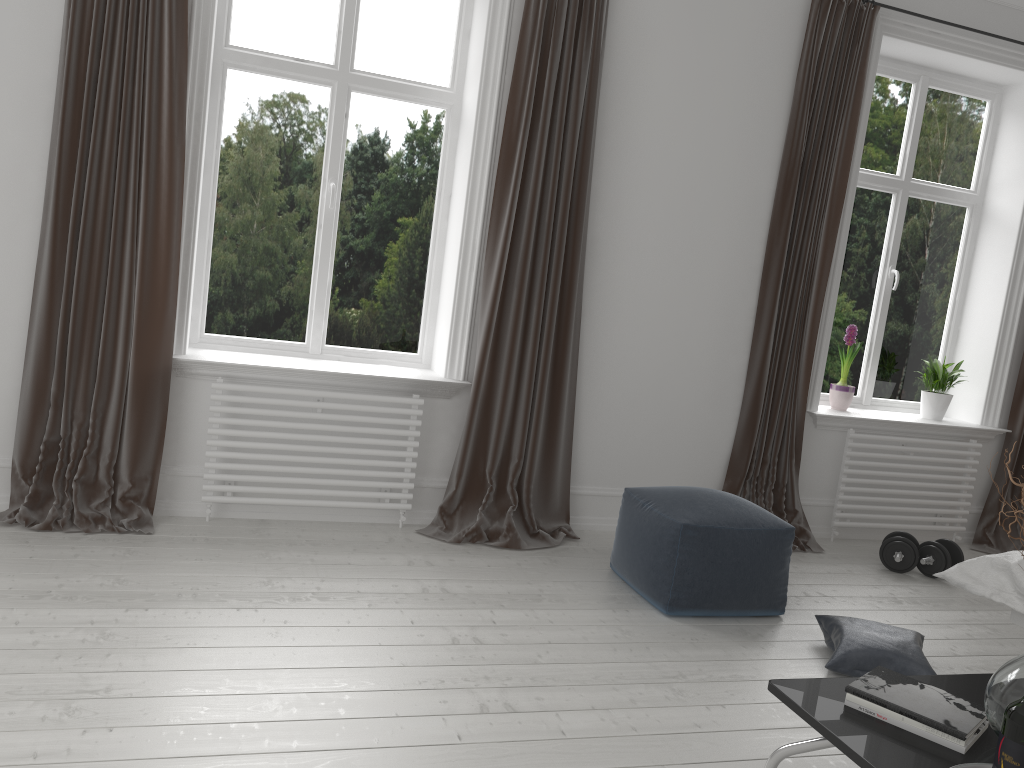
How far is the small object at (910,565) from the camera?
4.2 meters

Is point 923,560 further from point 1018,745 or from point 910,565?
point 1018,745

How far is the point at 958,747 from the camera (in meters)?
1.87

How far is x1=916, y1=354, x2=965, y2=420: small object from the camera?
5.0m

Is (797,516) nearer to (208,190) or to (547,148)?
(547,148)

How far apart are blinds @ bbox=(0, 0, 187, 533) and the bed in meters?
3.0

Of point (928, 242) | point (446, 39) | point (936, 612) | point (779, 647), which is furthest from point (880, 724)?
point (928, 242)

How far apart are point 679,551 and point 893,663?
0.8 meters

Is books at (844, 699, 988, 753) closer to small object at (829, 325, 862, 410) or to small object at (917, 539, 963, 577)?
small object at (917, 539, 963, 577)

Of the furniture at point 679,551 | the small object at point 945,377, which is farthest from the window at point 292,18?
the small object at point 945,377
